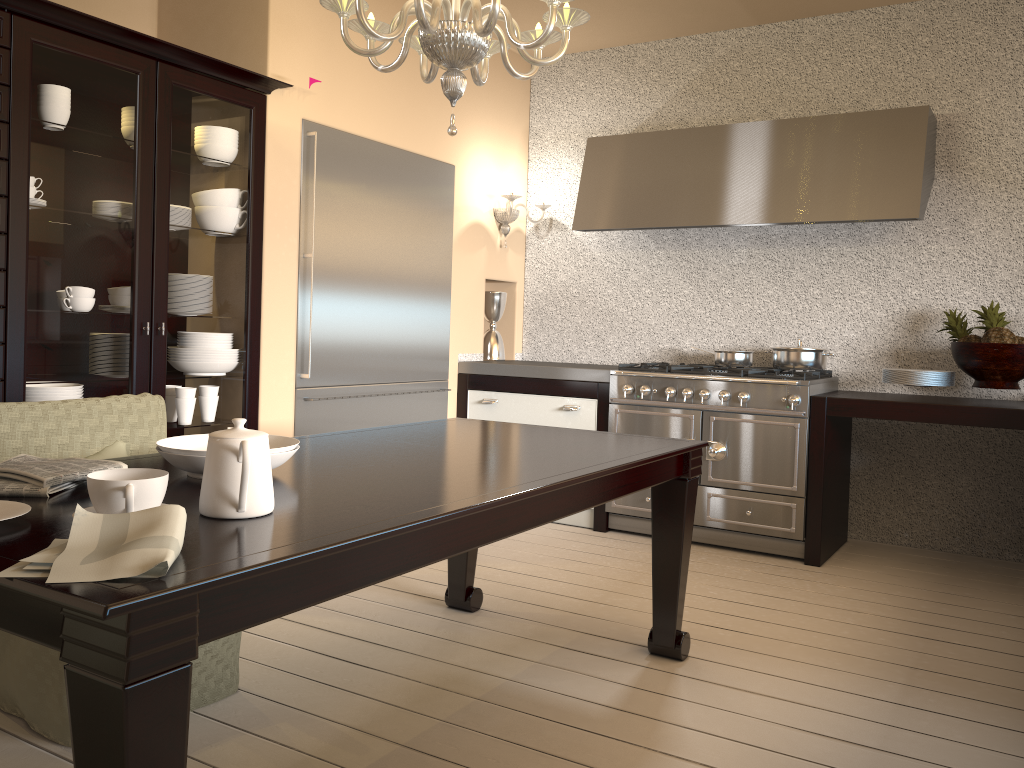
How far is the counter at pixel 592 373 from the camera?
4.32m

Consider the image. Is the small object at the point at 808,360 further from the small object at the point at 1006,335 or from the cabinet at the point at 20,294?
the cabinet at the point at 20,294

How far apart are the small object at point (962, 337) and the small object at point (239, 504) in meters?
3.3 m

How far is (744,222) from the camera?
4.12m

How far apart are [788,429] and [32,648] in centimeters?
294cm

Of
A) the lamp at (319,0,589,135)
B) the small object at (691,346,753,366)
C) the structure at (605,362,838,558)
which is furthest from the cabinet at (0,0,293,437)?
the small object at (691,346,753,366)

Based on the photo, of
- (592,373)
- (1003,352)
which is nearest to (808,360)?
(1003,352)

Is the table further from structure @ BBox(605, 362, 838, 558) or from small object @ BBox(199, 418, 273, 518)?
structure @ BBox(605, 362, 838, 558)

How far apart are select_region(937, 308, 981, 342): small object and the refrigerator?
Answer: 2.4m

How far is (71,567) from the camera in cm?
108
